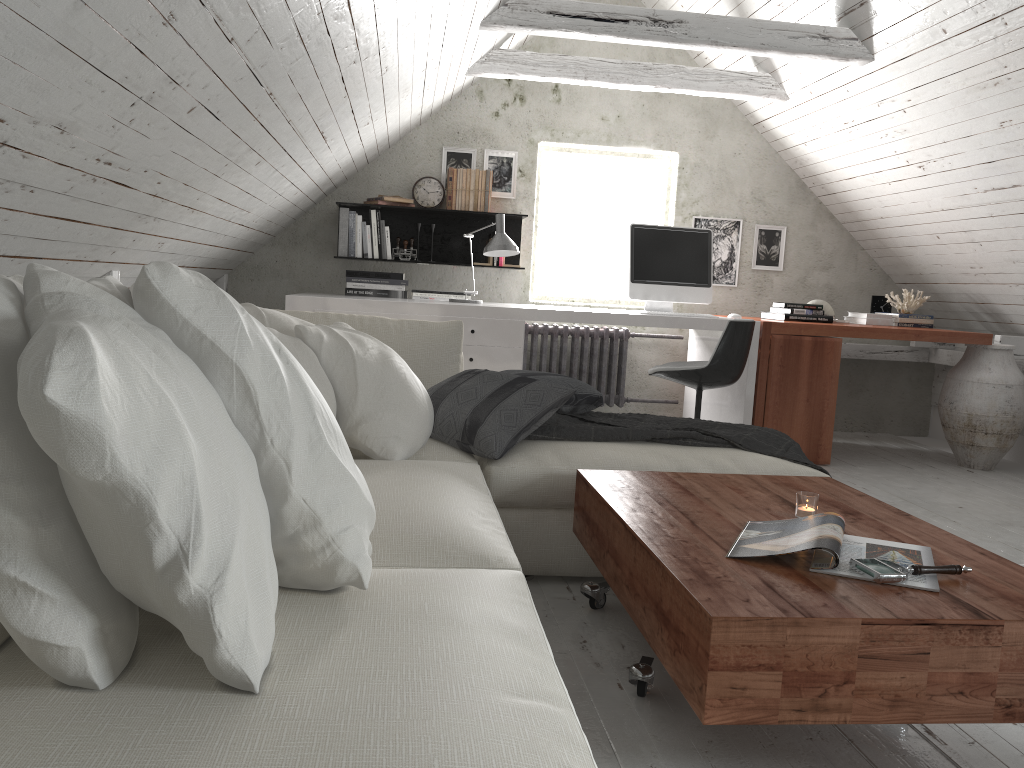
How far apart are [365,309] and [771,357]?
2.10m

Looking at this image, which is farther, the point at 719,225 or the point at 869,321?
the point at 719,225

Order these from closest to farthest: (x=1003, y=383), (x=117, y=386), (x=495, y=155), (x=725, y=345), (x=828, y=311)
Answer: (x=117, y=386) → (x=725, y=345) → (x=1003, y=383) → (x=828, y=311) → (x=495, y=155)

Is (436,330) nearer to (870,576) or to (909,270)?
(870,576)

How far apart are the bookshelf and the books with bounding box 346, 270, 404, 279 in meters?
0.5

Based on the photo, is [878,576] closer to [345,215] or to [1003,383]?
[1003,383]

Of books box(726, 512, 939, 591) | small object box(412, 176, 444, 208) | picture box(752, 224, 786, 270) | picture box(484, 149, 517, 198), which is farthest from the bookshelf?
books box(726, 512, 939, 591)

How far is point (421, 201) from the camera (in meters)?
5.46

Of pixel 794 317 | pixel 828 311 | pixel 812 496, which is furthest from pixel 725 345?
pixel 812 496

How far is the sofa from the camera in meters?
0.9 m
